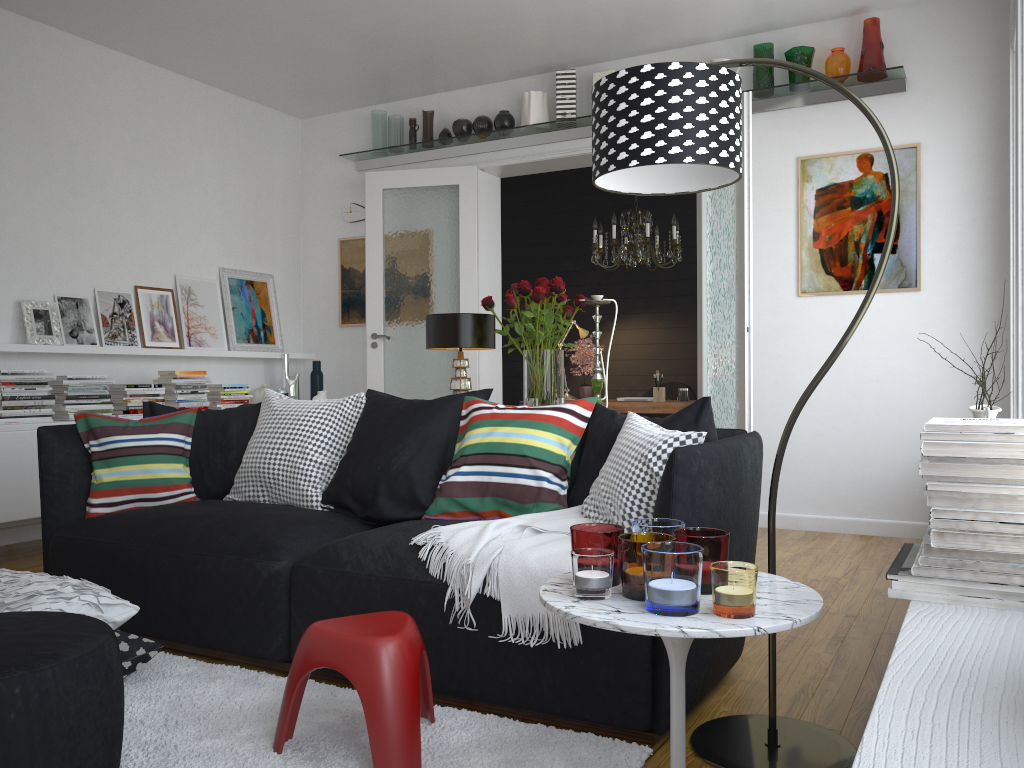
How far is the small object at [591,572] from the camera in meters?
1.7 m

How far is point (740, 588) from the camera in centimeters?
157cm

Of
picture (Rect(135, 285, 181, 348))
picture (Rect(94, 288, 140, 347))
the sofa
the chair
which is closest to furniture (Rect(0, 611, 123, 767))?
the sofa

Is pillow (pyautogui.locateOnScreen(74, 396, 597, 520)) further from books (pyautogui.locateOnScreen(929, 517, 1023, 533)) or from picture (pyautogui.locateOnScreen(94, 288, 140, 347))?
picture (pyautogui.locateOnScreen(94, 288, 140, 347))

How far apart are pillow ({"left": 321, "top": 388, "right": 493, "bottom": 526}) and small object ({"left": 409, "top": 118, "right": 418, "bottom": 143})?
3.6 meters

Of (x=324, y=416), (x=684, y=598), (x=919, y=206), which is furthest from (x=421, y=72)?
(x=684, y=598)

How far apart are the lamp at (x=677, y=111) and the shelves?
3.1m

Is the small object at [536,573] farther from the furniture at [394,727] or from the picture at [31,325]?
the picture at [31,325]

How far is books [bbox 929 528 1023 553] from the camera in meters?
1.4

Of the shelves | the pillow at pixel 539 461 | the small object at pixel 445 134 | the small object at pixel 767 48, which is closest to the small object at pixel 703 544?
the pillow at pixel 539 461
